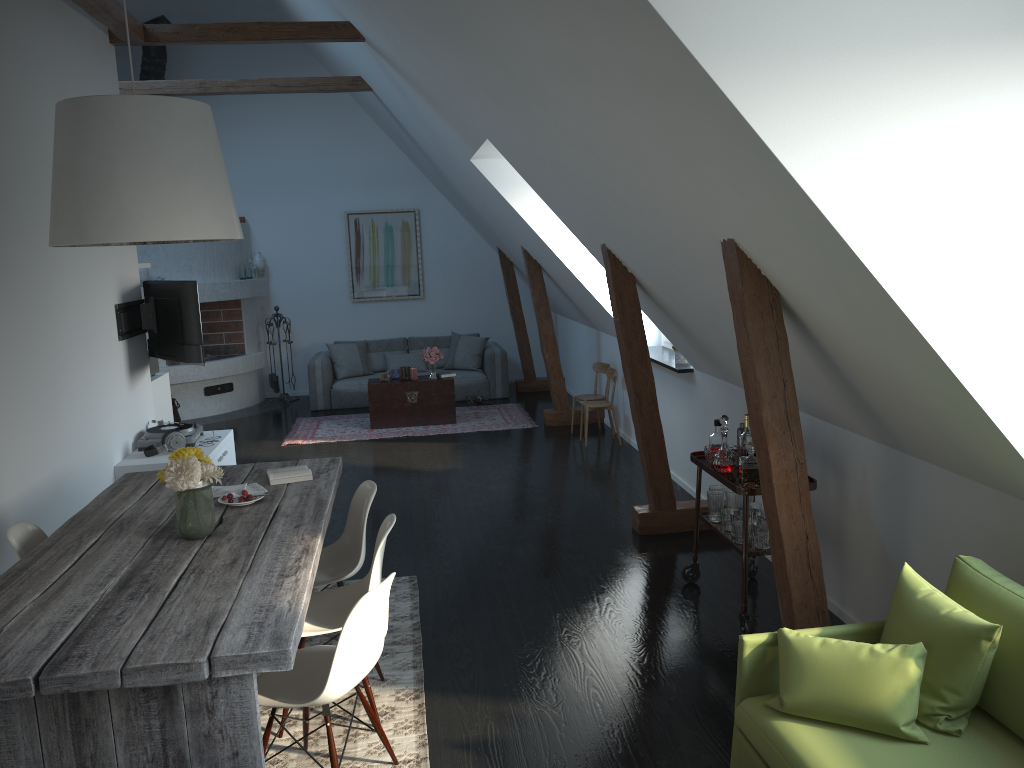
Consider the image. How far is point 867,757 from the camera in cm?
243

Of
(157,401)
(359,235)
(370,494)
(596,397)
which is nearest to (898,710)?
(370,494)

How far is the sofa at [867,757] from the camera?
2.4m

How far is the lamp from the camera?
3.1 meters

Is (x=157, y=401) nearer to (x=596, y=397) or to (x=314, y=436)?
(x=314, y=436)

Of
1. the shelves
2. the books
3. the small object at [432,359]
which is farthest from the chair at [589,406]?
the books

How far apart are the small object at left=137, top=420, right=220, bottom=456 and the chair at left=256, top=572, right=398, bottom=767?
3.5m

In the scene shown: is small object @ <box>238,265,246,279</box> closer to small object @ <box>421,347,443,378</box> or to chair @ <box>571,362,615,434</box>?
small object @ <box>421,347,443,378</box>

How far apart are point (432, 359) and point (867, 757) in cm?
743

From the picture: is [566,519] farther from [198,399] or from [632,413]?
[198,399]
